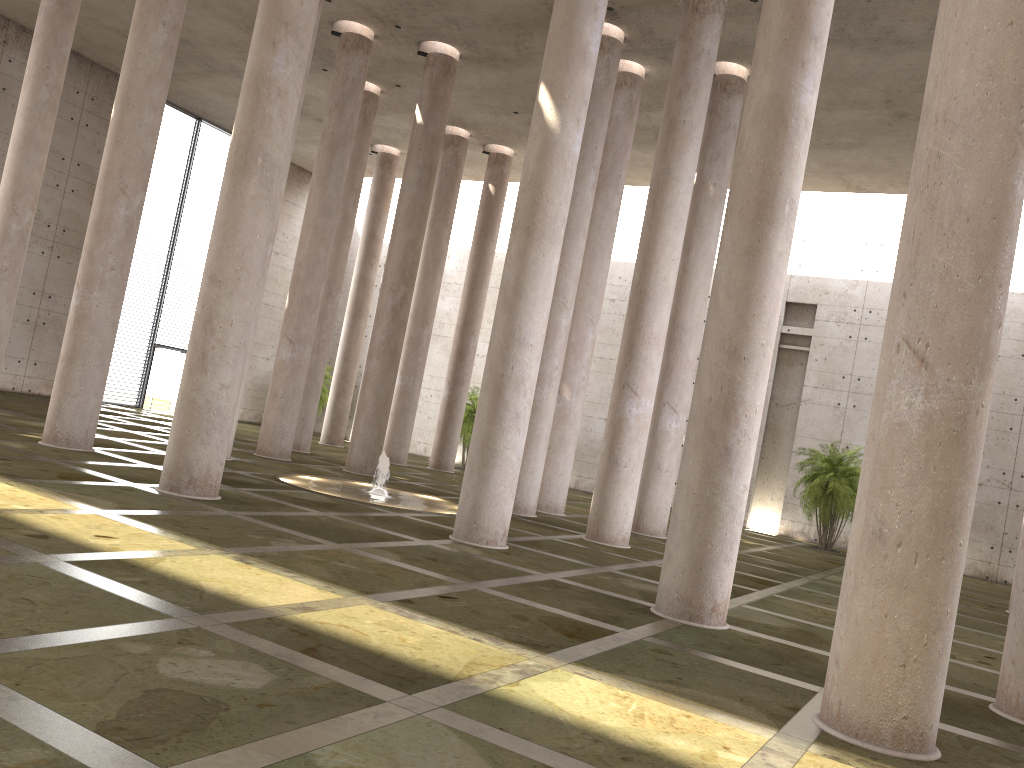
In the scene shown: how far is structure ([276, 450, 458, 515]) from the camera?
16.0m

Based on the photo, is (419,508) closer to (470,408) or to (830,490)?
(830,490)

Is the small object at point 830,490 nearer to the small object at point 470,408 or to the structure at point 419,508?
the small object at point 470,408

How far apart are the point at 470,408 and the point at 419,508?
14.55m

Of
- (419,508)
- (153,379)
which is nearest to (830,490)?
(419,508)

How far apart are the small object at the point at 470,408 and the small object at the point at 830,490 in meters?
11.2 m

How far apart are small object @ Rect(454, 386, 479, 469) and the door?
10.89m

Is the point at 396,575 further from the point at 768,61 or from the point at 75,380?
the point at 75,380

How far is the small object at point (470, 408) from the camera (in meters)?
30.52

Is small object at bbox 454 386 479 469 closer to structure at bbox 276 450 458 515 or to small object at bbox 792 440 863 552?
small object at bbox 792 440 863 552
